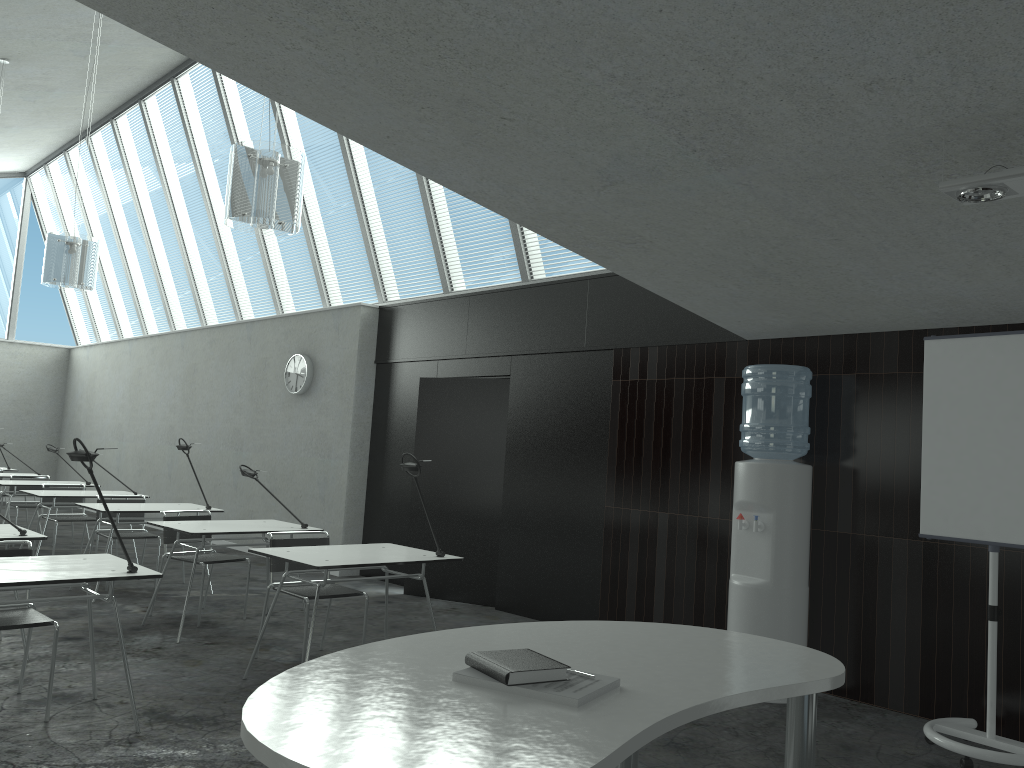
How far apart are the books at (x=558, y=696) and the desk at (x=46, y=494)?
6.6m

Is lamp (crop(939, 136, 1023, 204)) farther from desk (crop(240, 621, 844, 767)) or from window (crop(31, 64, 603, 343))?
window (crop(31, 64, 603, 343))

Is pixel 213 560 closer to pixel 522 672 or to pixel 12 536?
pixel 12 536

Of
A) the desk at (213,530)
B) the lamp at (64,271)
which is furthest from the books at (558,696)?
the lamp at (64,271)

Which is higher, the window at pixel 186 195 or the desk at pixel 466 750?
the window at pixel 186 195

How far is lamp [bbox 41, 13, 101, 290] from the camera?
6.3m

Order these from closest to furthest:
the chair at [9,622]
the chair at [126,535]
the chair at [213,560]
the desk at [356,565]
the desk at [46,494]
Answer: the chair at [9,622], the desk at [356,565], the chair at [213,560], the chair at [126,535], the desk at [46,494]

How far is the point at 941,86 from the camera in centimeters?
253cm

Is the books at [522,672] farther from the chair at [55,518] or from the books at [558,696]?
the chair at [55,518]

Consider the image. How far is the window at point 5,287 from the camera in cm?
1422
